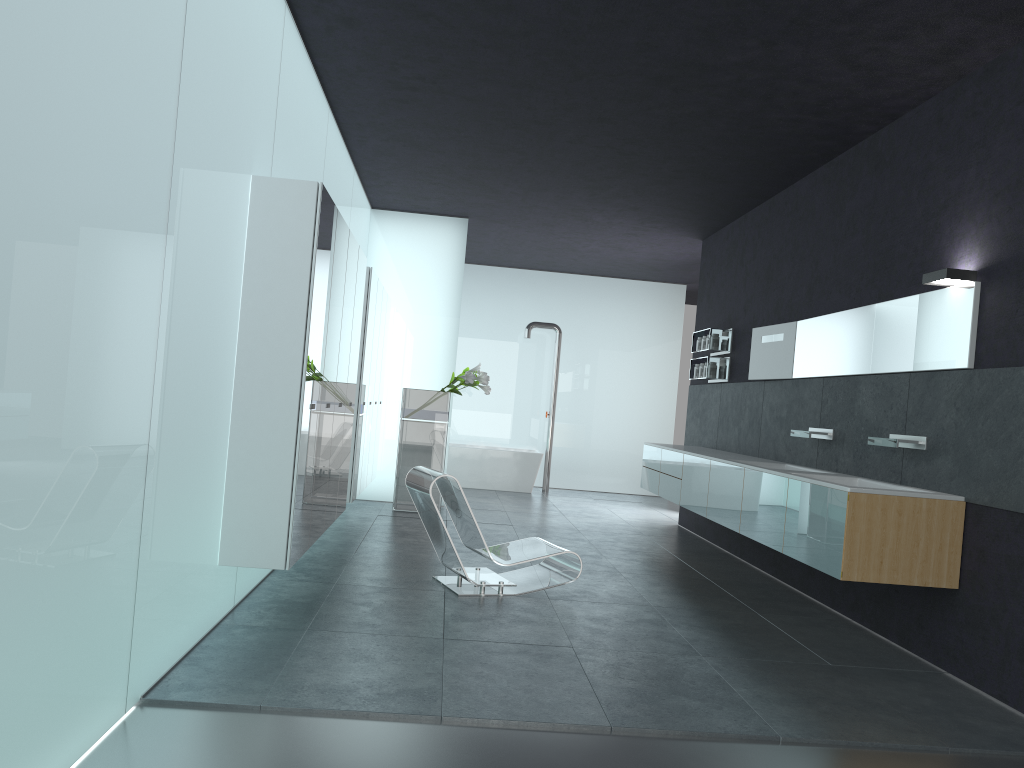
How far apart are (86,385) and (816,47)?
4.72m

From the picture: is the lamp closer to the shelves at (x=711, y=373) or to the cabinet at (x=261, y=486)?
the cabinet at (x=261, y=486)

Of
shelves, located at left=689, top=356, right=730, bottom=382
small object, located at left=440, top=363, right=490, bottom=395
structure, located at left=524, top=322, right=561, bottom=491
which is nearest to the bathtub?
structure, located at left=524, top=322, right=561, bottom=491

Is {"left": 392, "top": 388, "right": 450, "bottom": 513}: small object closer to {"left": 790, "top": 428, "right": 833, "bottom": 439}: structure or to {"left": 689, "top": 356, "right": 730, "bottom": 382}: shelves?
{"left": 689, "top": 356, "right": 730, "bottom": 382}: shelves

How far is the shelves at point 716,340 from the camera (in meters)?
10.17

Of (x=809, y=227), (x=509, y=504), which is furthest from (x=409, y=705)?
(x=509, y=504)

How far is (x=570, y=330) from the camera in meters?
15.5 m

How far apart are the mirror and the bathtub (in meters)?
5.77

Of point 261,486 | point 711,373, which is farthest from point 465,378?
point 261,486

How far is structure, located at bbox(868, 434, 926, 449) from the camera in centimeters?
585cm
